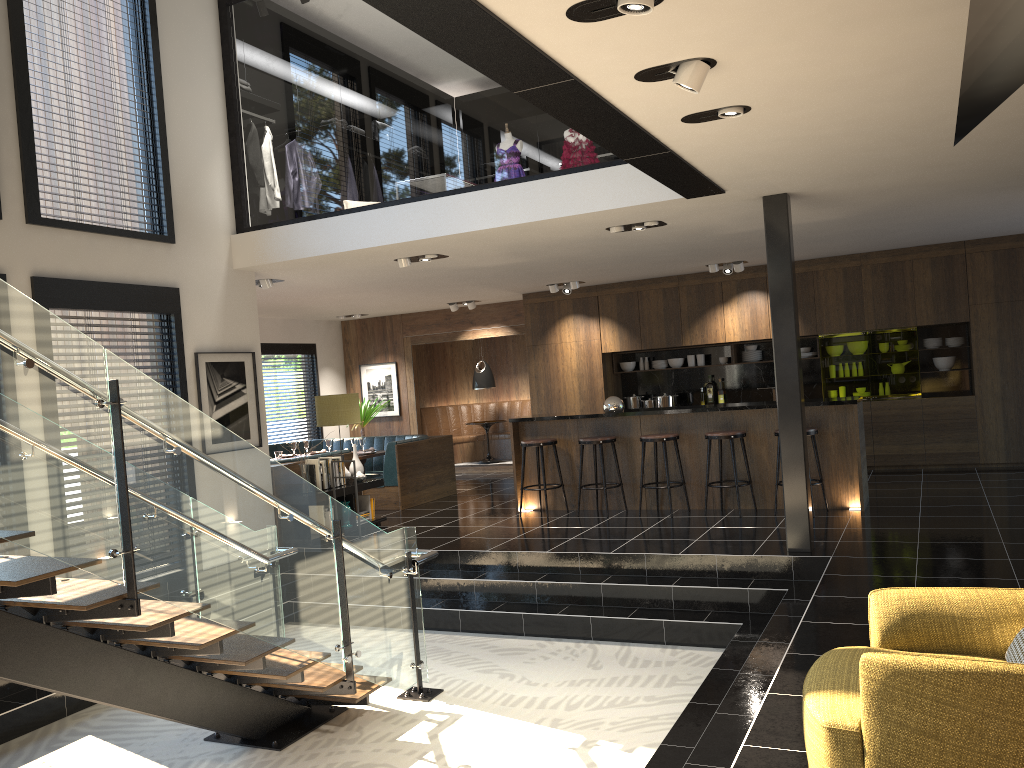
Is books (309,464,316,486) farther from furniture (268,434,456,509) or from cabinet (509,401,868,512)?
cabinet (509,401,868,512)

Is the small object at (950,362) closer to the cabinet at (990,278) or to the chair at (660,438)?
the cabinet at (990,278)

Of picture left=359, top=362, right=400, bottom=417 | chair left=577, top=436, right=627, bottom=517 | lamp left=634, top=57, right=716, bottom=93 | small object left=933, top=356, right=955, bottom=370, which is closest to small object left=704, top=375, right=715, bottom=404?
small object left=933, top=356, right=955, bottom=370

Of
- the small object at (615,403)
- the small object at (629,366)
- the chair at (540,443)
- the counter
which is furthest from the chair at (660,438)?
the small object at (629,366)

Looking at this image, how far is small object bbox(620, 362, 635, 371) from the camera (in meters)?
12.79

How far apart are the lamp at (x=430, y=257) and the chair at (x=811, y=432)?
3.9m

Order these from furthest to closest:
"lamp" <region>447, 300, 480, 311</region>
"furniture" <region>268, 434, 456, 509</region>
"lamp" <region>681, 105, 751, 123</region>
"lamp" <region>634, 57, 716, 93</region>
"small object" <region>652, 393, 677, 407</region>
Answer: "lamp" <region>447, 300, 480, 311</region> → "small object" <region>652, 393, 677, 407</region> → "furniture" <region>268, 434, 456, 509</region> → "lamp" <region>681, 105, 751, 123</region> → "lamp" <region>634, 57, 716, 93</region>

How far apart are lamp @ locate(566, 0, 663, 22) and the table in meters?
11.4

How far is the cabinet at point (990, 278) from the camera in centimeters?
1036cm

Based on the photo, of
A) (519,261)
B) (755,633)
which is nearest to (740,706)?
(755,633)
